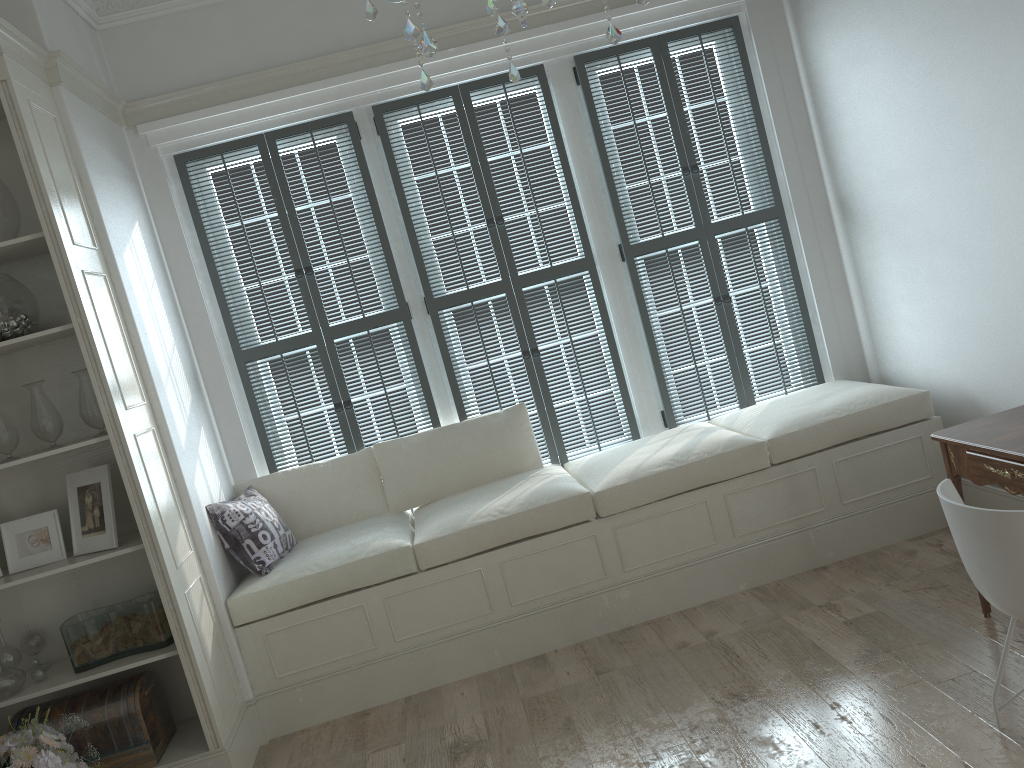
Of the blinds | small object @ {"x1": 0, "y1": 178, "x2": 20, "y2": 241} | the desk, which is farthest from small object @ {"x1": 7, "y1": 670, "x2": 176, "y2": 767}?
the desk

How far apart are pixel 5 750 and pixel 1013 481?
3.1 meters

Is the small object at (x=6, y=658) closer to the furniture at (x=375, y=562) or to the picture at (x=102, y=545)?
the picture at (x=102, y=545)

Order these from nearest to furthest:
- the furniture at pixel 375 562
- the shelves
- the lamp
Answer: the lamp
the shelves
the furniture at pixel 375 562

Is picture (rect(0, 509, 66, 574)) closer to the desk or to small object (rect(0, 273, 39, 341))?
small object (rect(0, 273, 39, 341))

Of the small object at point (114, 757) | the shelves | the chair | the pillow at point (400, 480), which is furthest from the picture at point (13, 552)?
the chair

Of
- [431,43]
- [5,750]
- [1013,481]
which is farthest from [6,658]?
[1013,481]

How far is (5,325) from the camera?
3.1 meters

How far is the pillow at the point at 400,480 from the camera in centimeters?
425cm

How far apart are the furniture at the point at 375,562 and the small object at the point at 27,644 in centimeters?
70cm
